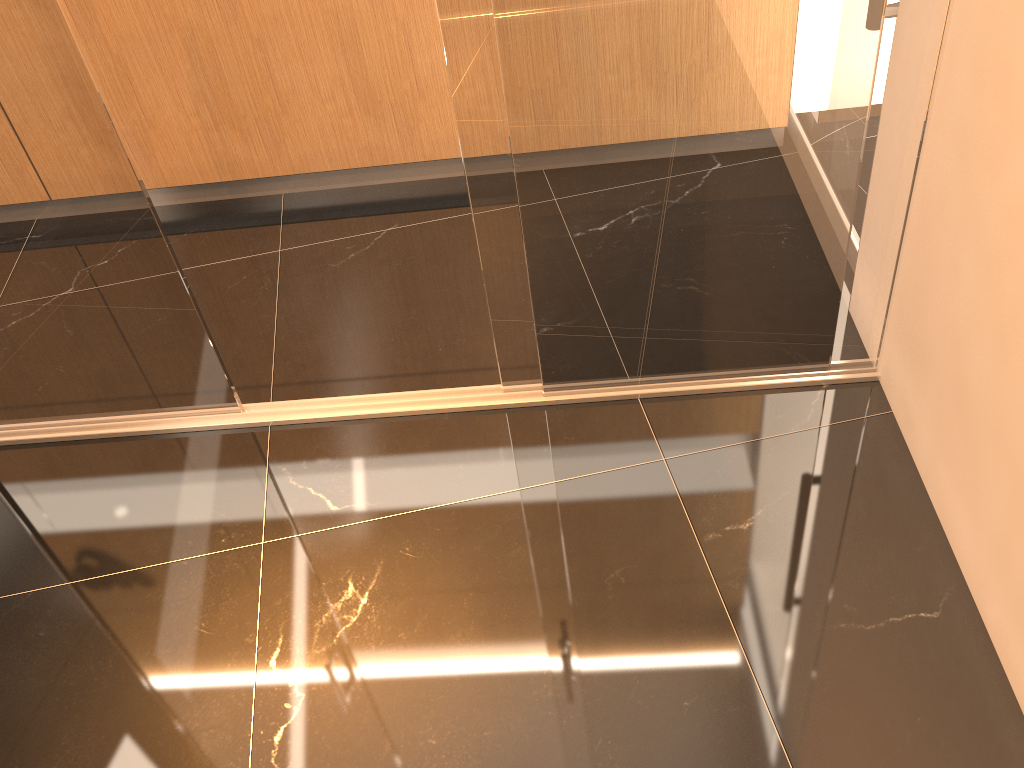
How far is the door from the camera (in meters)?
1.83

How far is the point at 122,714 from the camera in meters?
1.8

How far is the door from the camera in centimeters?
183cm

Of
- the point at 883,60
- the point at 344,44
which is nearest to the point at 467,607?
the point at 883,60

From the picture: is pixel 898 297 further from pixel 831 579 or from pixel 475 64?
pixel 475 64

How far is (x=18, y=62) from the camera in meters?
1.8 m
